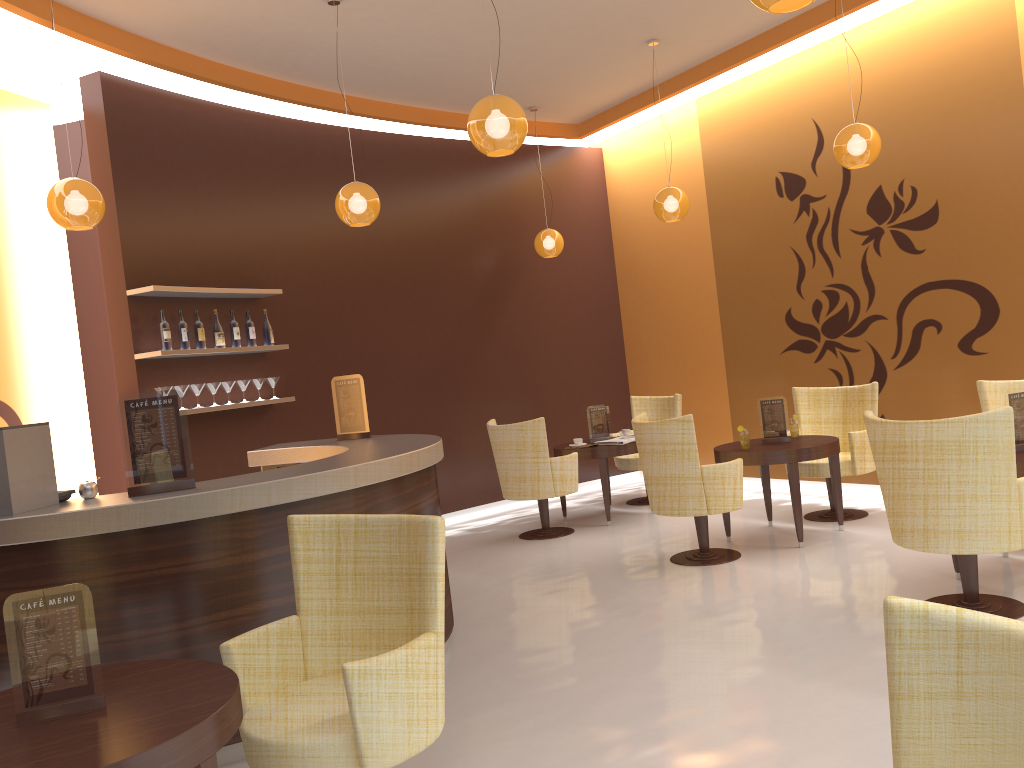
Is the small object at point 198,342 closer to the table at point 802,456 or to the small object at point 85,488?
the small object at point 85,488

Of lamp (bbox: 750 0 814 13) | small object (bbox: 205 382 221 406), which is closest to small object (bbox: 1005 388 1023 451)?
lamp (bbox: 750 0 814 13)

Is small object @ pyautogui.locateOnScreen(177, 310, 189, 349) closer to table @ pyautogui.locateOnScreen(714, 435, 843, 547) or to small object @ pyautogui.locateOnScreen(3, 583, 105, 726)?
table @ pyautogui.locateOnScreen(714, 435, 843, 547)

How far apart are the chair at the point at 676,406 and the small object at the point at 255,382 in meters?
3.4 m

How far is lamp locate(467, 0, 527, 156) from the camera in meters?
4.2

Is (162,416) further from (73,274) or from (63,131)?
(63,131)

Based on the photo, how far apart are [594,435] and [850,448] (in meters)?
2.27

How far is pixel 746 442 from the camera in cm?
623

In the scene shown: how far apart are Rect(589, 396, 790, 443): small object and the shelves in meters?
3.8

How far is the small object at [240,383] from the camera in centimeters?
682cm
